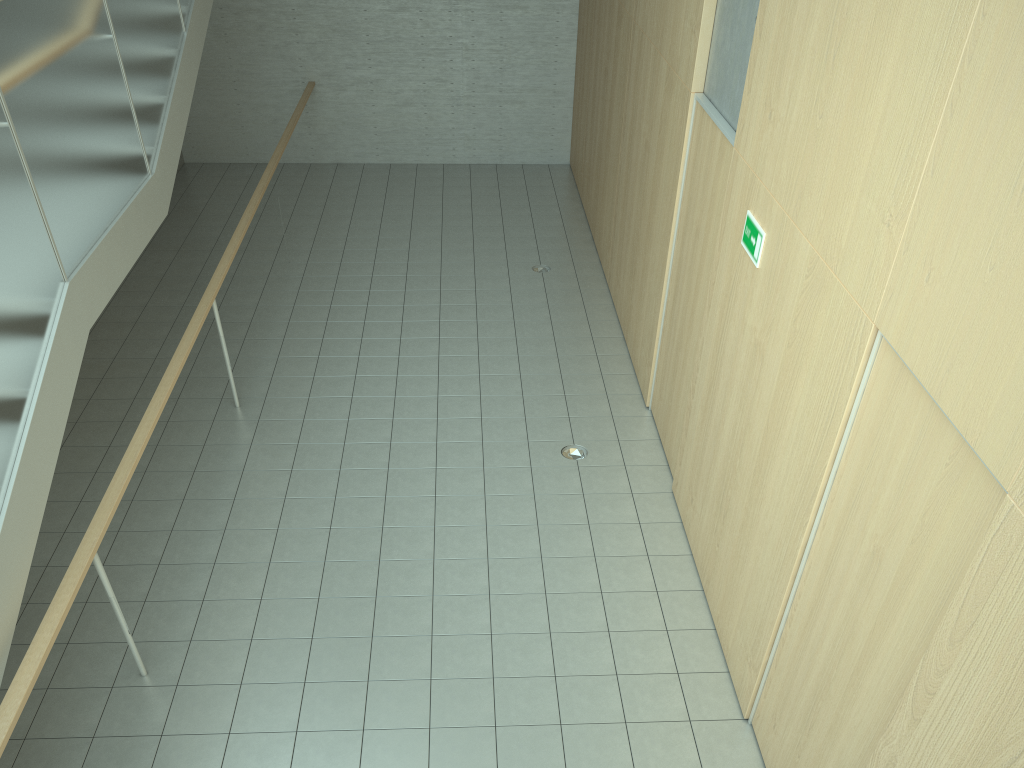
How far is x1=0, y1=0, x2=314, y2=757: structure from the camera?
3.5 meters

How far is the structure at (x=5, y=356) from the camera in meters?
3.5 m

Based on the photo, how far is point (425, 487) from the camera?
5.65m
